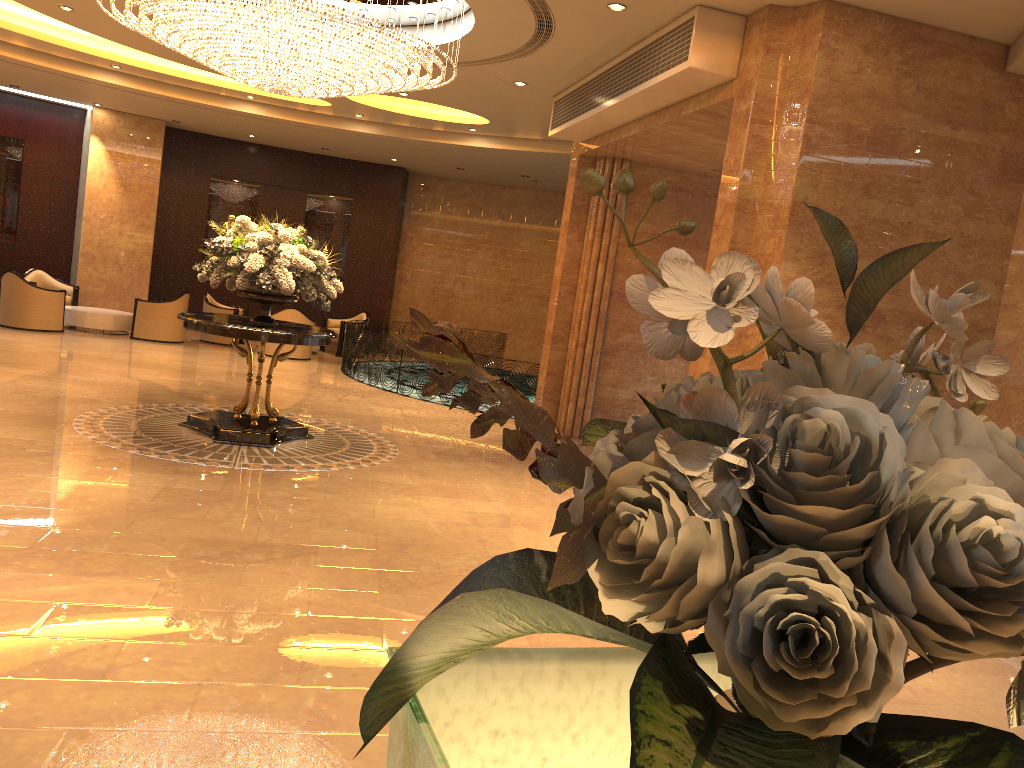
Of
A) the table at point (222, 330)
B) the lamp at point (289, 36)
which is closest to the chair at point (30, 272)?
the lamp at point (289, 36)

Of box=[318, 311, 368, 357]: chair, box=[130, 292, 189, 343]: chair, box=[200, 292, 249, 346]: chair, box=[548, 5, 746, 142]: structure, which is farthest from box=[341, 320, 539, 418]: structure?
box=[548, 5, 746, 142]: structure

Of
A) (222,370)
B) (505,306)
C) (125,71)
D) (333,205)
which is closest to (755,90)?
(222,370)

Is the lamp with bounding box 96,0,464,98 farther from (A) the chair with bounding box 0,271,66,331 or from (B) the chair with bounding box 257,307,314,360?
(A) the chair with bounding box 0,271,66,331

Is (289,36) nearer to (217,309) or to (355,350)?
(355,350)

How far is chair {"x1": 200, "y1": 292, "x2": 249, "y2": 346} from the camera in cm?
1617

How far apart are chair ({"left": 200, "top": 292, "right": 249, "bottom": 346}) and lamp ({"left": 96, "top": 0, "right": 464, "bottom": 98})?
7.5 meters

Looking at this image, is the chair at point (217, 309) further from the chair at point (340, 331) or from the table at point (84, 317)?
the chair at point (340, 331)

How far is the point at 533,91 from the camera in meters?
10.8 m

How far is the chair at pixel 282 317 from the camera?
15.4 meters
